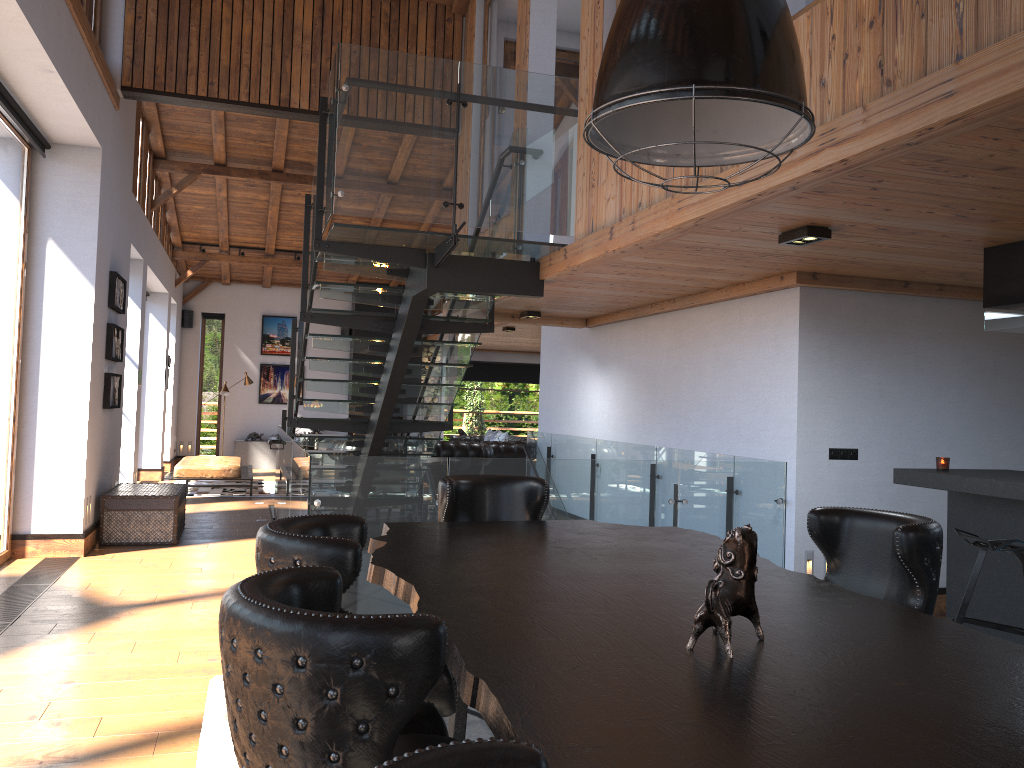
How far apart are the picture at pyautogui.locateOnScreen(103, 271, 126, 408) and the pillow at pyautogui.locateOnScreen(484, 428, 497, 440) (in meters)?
8.58

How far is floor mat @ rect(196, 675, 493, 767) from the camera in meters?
3.5

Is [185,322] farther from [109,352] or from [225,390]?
[109,352]

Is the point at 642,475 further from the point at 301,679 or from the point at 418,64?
the point at 301,679

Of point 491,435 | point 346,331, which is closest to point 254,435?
point 346,331

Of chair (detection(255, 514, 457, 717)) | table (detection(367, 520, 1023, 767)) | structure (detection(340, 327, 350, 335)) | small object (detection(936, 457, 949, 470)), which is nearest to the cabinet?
small object (detection(936, 457, 949, 470))

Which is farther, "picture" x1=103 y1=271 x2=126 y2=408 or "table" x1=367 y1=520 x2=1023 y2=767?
"picture" x1=103 y1=271 x2=126 y2=408

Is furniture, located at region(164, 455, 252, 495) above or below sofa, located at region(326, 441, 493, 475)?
below

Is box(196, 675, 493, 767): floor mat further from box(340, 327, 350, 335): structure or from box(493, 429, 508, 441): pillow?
box(340, 327, 350, 335): structure

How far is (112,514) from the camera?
A: 8.29m
